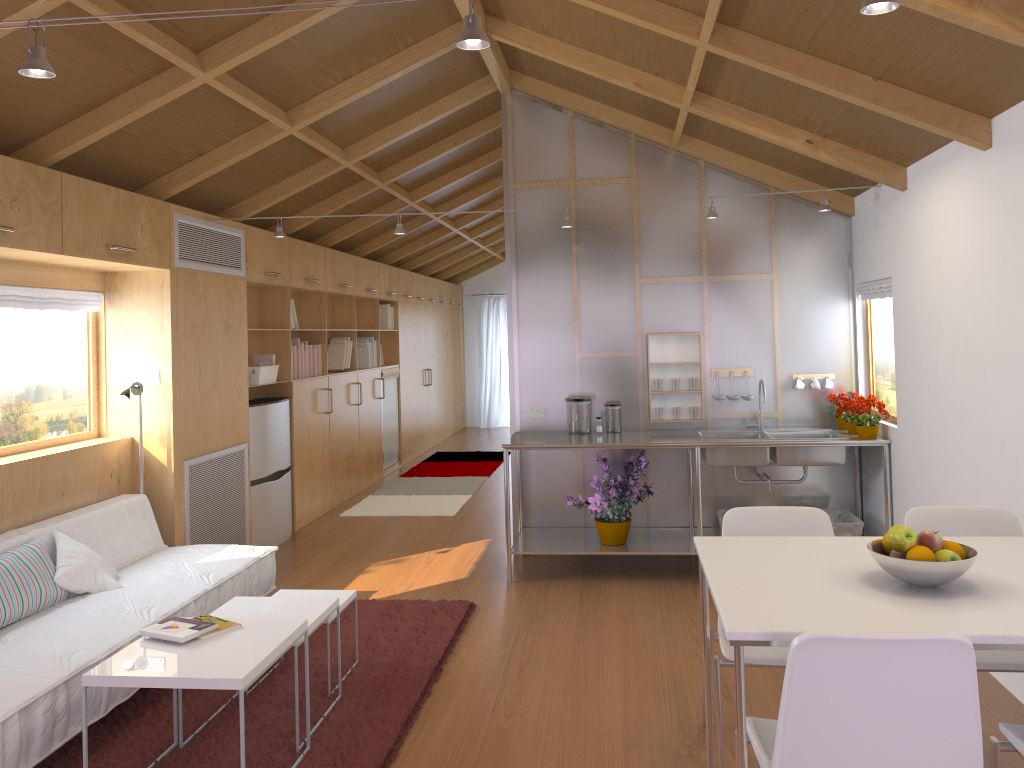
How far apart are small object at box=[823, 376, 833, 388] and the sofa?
3.37m

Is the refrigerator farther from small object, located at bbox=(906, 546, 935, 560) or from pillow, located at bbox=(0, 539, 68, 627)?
small object, located at bbox=(906, 546, 935, 560)

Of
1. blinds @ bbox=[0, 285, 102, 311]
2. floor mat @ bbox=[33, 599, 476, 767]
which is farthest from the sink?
blinds @ bbox=[0, 285, 102, 311]

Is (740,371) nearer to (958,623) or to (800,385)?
(800,385)

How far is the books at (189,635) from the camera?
2.9m

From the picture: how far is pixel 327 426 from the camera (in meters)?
7.28

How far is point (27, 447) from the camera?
4.3m

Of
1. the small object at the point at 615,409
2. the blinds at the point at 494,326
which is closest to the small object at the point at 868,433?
the small object at the point at 615,409

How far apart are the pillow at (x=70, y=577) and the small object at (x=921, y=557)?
3.2 meters

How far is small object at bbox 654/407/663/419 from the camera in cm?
548
